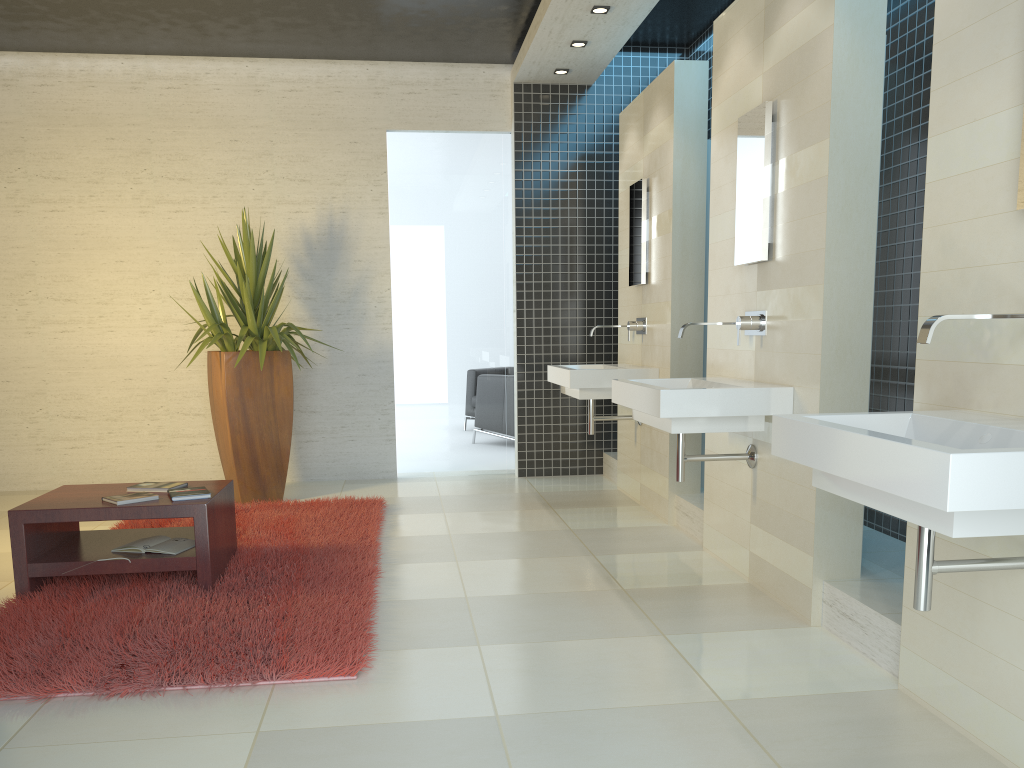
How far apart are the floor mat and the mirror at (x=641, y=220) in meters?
2.3

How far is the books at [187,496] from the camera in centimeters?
404cm

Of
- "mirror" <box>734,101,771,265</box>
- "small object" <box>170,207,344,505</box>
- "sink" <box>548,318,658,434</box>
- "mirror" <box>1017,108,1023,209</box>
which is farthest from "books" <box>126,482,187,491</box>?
"mirror" <box>1017,108,1023,209</box>

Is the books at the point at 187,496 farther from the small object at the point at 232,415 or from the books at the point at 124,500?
→ the small object at the point at 232,415

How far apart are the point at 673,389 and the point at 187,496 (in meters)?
2.24

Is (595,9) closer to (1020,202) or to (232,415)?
(232,415)

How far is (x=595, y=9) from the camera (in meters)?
5.52

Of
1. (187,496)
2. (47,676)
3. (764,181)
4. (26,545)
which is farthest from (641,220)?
(47,676)

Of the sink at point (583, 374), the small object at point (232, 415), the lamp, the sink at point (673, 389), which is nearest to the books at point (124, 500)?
the small object at point (232, 415)

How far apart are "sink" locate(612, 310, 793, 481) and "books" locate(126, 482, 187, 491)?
2.2m
